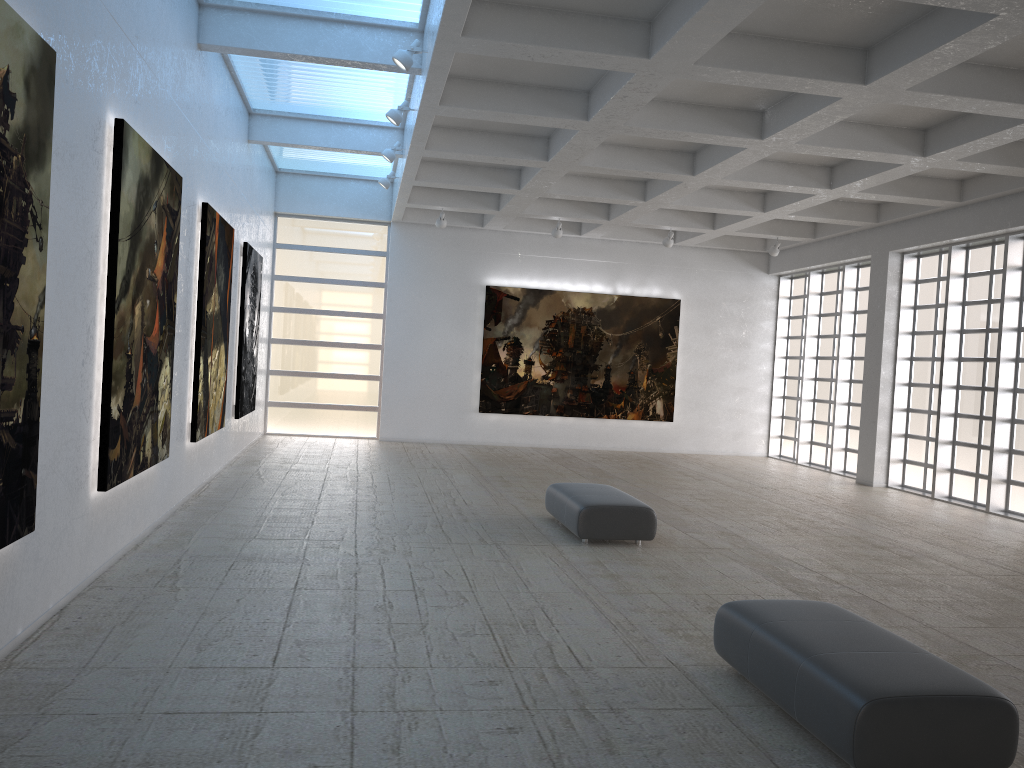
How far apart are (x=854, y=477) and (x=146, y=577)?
25.3 meters
